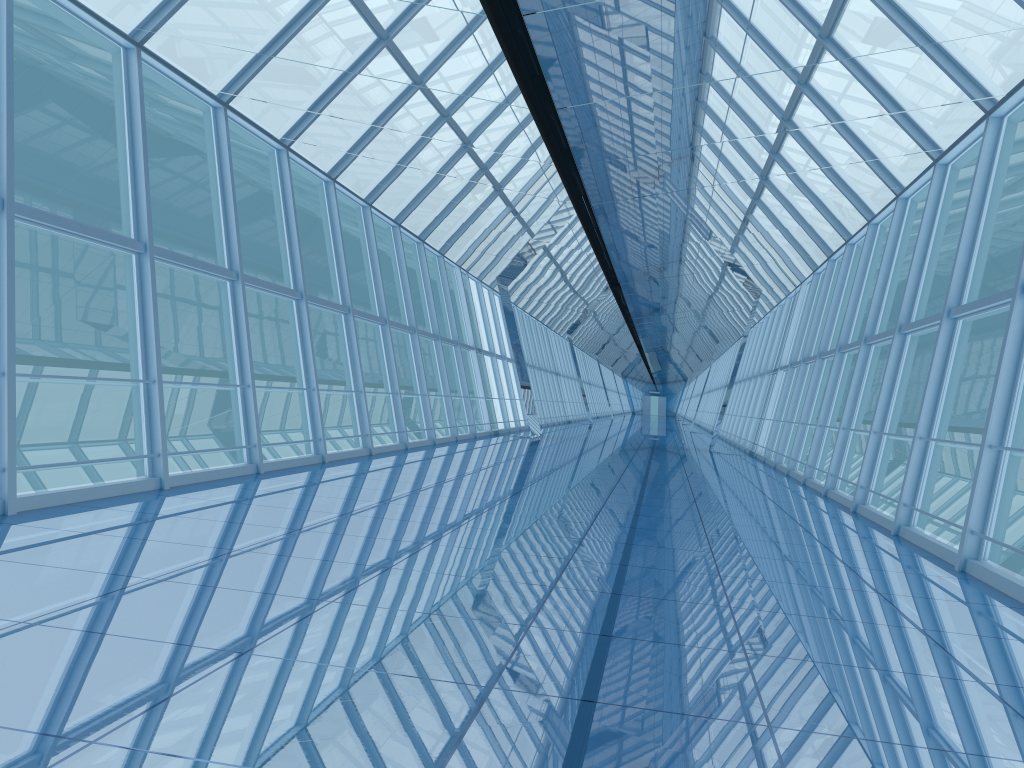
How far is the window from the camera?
8.6 meters

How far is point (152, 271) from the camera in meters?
8.6

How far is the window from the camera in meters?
8.6 m

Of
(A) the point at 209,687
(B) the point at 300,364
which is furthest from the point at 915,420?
(A) the point at 209,687
